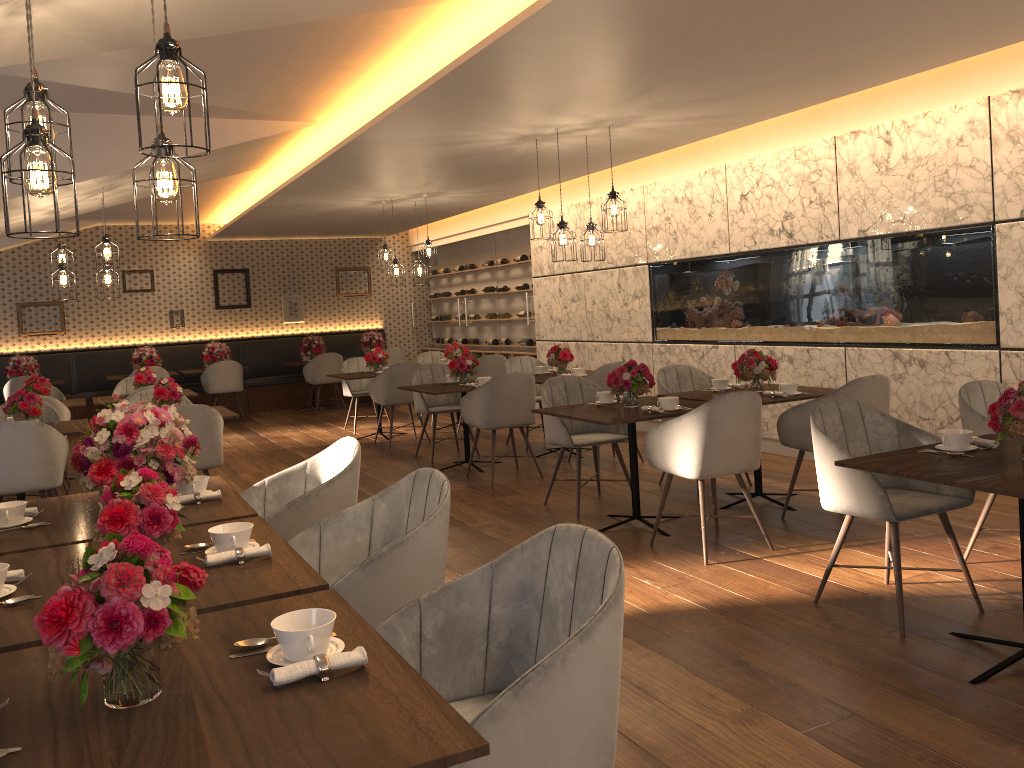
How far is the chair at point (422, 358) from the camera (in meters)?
11.06

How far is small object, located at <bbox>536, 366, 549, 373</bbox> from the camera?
8.3 meters

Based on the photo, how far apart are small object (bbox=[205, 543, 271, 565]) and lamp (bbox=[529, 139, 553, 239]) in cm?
462

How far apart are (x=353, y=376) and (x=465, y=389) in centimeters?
269cm

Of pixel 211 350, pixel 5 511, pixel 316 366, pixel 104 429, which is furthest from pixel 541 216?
pixel 211 350

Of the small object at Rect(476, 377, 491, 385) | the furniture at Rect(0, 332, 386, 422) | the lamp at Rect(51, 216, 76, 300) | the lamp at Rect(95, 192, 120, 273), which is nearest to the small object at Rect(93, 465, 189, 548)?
the small object at Rect(476, 377, 491, 385)

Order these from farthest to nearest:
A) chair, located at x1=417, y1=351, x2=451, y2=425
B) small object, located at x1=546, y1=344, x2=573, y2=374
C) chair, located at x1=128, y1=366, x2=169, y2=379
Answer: chair, located at x1=128, y1=366, x2=169, y2=379 → chair, located at x1=417, y1=351, x2=451, y2=425 → small object, located at x1=546, y1=344, x2=573, y2=374

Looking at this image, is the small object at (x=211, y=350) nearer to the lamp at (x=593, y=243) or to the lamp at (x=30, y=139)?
the lamp at (x=593, y=243)

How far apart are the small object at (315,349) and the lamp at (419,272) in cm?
363

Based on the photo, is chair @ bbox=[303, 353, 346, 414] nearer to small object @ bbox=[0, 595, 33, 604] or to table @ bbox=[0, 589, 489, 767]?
small object @ bbox=[0, 595, 33, 604]
